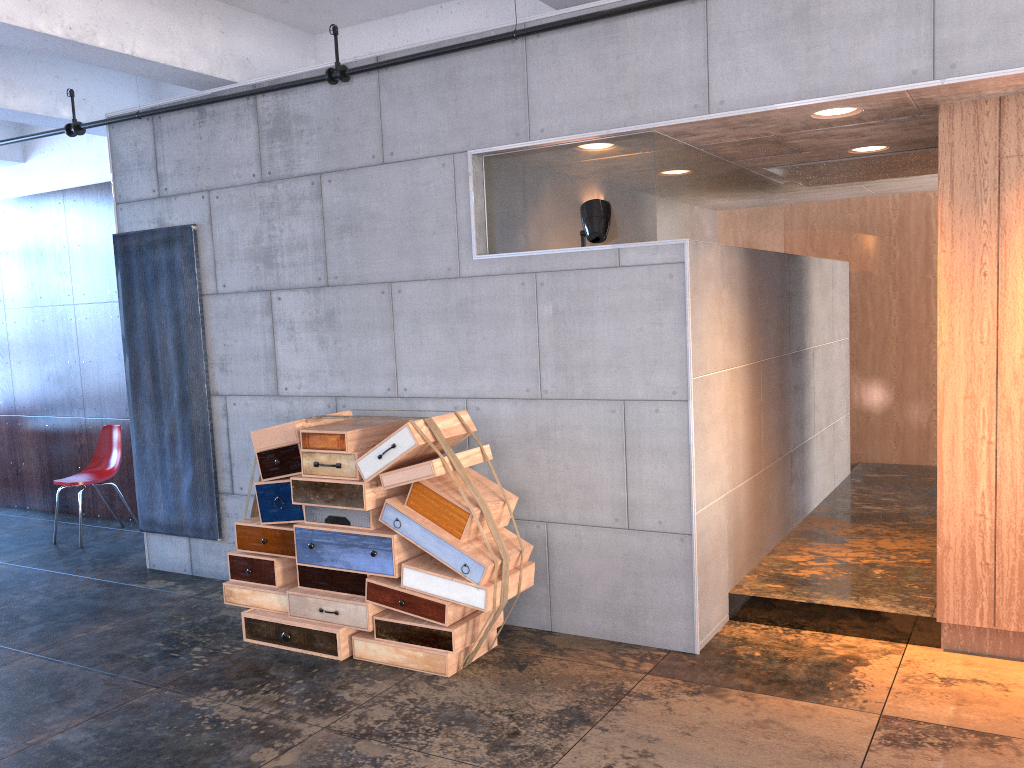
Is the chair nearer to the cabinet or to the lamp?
the lamp

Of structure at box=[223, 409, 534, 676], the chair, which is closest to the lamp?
structure at box=[223, 409, 534, 676]

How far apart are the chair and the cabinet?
6.60m

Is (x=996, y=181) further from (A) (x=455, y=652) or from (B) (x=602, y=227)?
(A) (x=455, y=652)

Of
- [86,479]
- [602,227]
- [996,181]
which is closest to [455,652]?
[602,227]

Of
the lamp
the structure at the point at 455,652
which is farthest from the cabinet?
the structure at the point at 455,652

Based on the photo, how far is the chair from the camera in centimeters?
775cm

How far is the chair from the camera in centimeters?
775cm

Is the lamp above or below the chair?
above

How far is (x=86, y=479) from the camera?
7.75m
